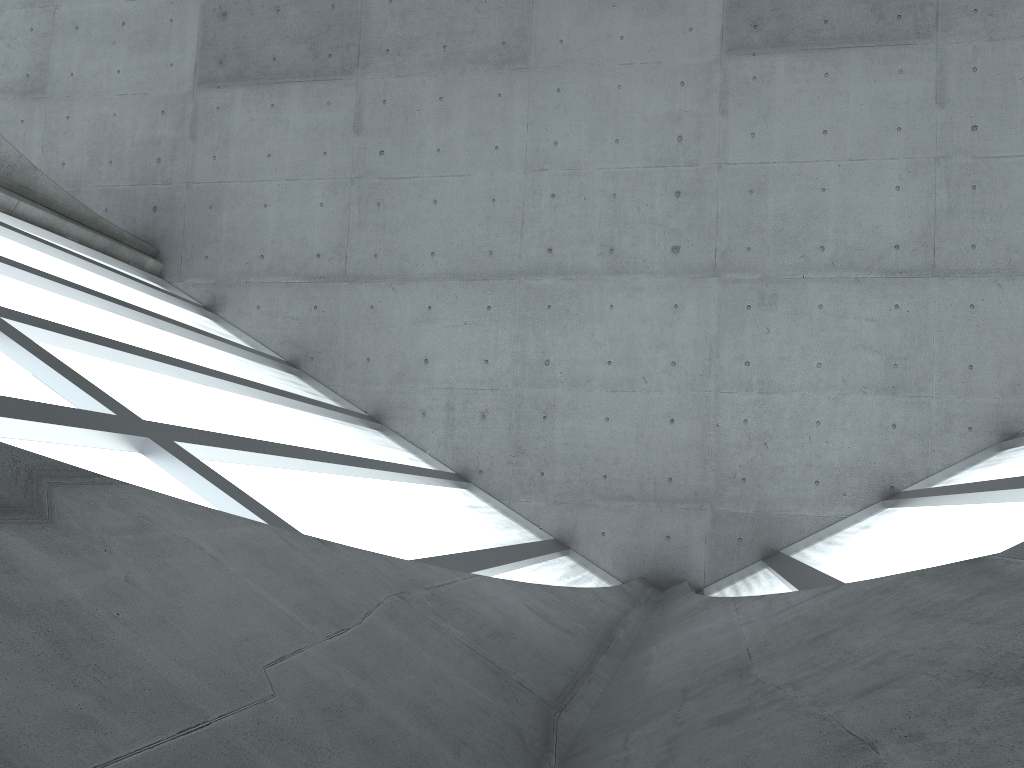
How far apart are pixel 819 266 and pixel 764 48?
6.3 meters

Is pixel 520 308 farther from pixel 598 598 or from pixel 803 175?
pixel 598 598
